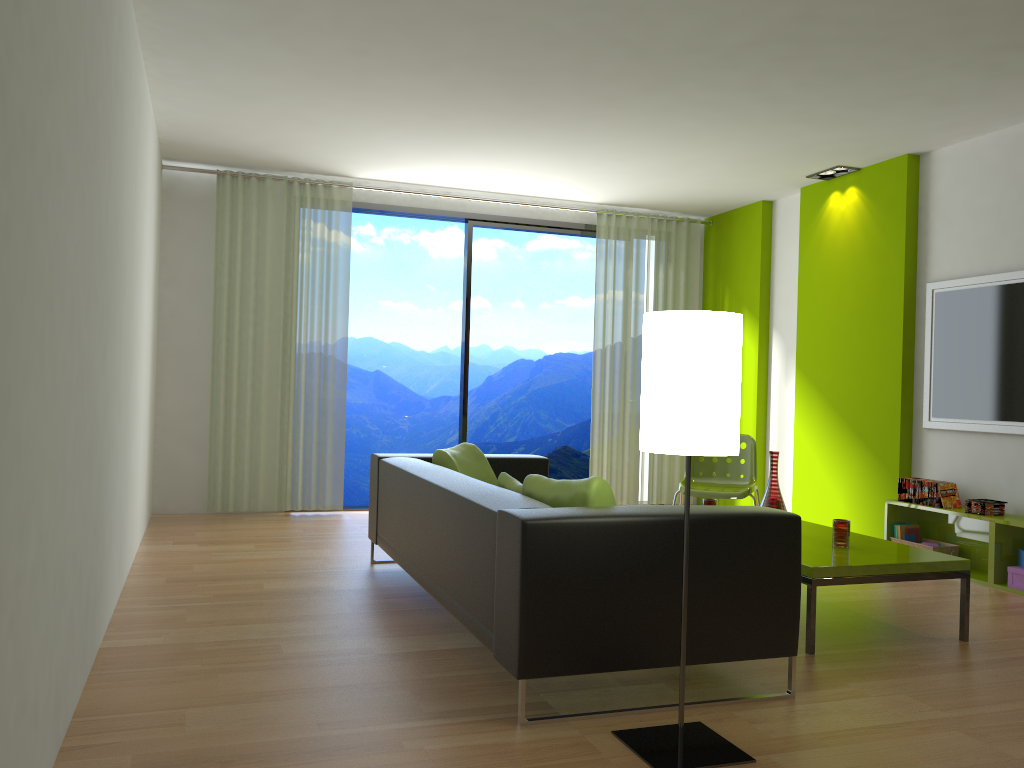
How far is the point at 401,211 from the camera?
7.2 meters

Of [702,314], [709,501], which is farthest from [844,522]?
[702,314]

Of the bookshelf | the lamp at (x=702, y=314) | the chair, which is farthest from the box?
the lamp at (x=702, y=314)

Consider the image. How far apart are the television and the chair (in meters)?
1.08

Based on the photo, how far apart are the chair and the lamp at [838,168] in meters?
2.1

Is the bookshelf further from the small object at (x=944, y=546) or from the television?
the television

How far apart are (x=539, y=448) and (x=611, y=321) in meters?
6.3 m

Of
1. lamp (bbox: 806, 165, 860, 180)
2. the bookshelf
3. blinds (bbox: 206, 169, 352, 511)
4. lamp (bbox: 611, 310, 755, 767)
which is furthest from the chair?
lamp (bbox: 611, 310, 755, 767)

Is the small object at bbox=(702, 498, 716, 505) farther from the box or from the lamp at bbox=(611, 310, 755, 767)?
the lamp at bbox=(611, 310, 755, 767)

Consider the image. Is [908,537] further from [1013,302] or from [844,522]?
[844,522]
